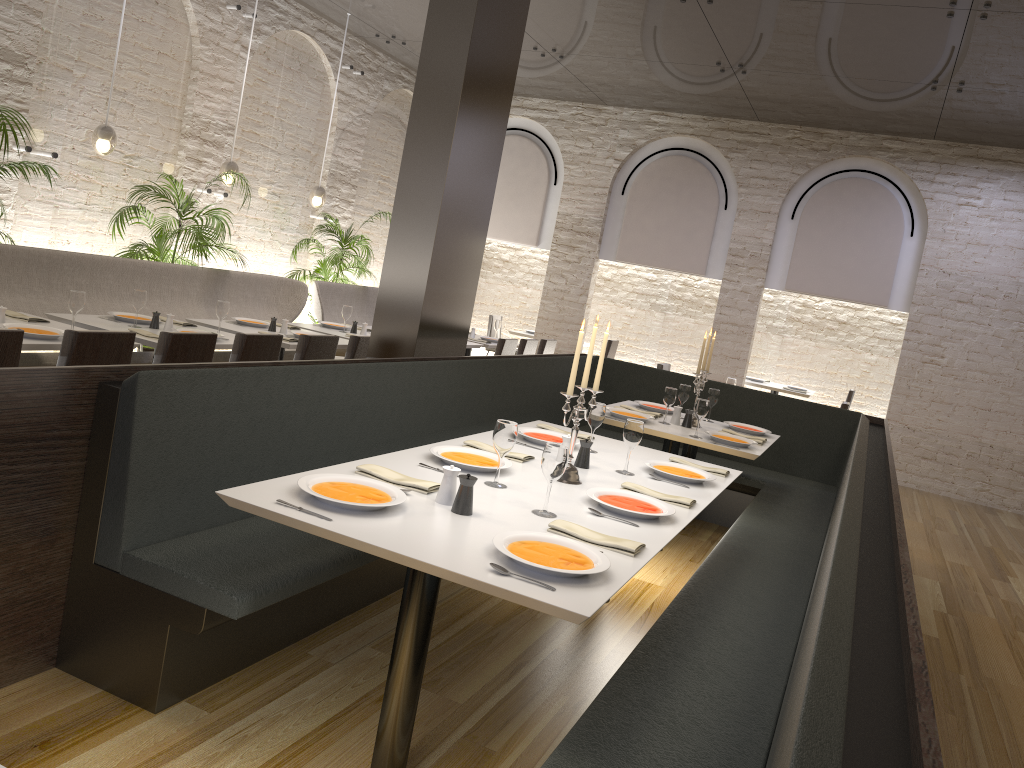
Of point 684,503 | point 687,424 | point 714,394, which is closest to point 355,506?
point 684,503

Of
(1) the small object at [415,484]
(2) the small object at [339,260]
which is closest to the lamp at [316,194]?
(2) the small object at [339,260]

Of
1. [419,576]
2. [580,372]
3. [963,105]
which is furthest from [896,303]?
[419,576]

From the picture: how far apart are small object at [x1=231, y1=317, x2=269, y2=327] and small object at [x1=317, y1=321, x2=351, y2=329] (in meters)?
0.88

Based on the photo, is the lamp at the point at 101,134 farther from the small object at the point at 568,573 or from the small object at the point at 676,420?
the small object at the point at 568,573

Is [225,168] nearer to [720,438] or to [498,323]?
[498,323]

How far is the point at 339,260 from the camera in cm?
939

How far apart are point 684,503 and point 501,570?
1.3m

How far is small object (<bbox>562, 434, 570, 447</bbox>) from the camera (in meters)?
3.75

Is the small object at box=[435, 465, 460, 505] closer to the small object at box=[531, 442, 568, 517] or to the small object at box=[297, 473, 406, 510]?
the small object at box=[297, 473, 406, 510]
